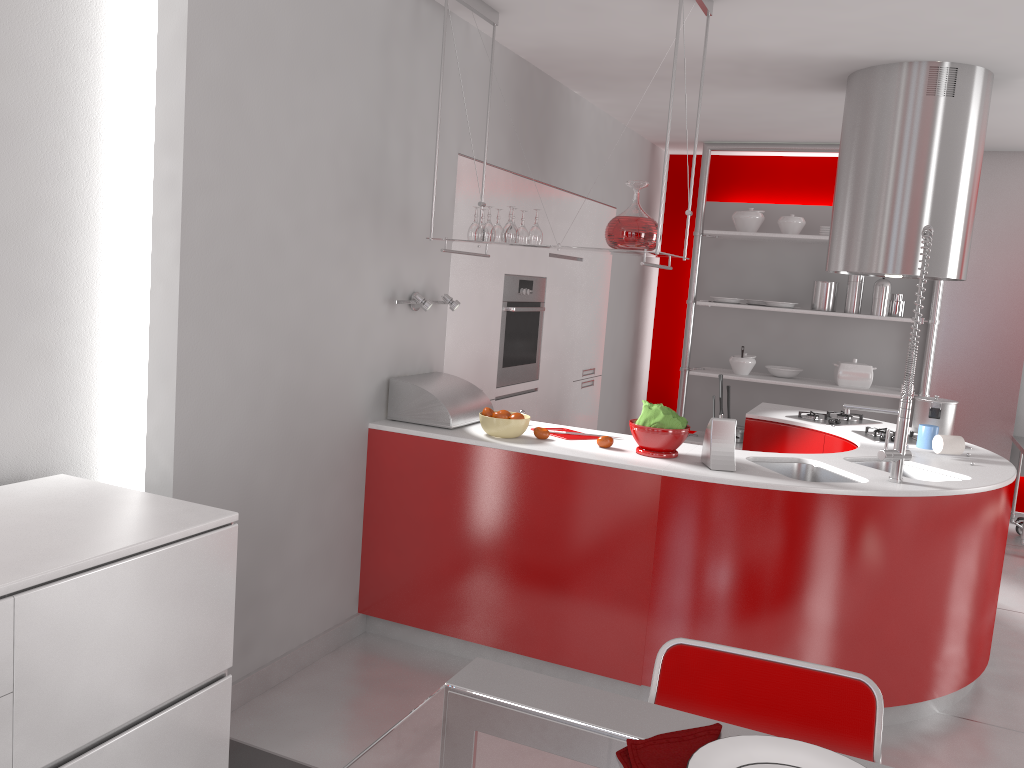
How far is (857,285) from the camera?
6.1 meters

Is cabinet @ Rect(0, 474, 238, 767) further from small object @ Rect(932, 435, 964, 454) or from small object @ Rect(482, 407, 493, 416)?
small object @ Rect(932, 435, 964, 454)

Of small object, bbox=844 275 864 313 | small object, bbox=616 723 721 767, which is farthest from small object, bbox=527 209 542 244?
small object, bbox=844 275 864 313

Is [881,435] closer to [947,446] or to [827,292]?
[947,446]

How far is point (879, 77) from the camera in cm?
409

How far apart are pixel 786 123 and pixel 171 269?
4.3m

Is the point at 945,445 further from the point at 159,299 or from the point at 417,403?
the point at 159,299

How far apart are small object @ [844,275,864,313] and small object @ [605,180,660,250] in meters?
3.3

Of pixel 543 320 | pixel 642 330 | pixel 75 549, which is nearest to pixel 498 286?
pixel 543 320

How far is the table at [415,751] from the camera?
0.9 meters
